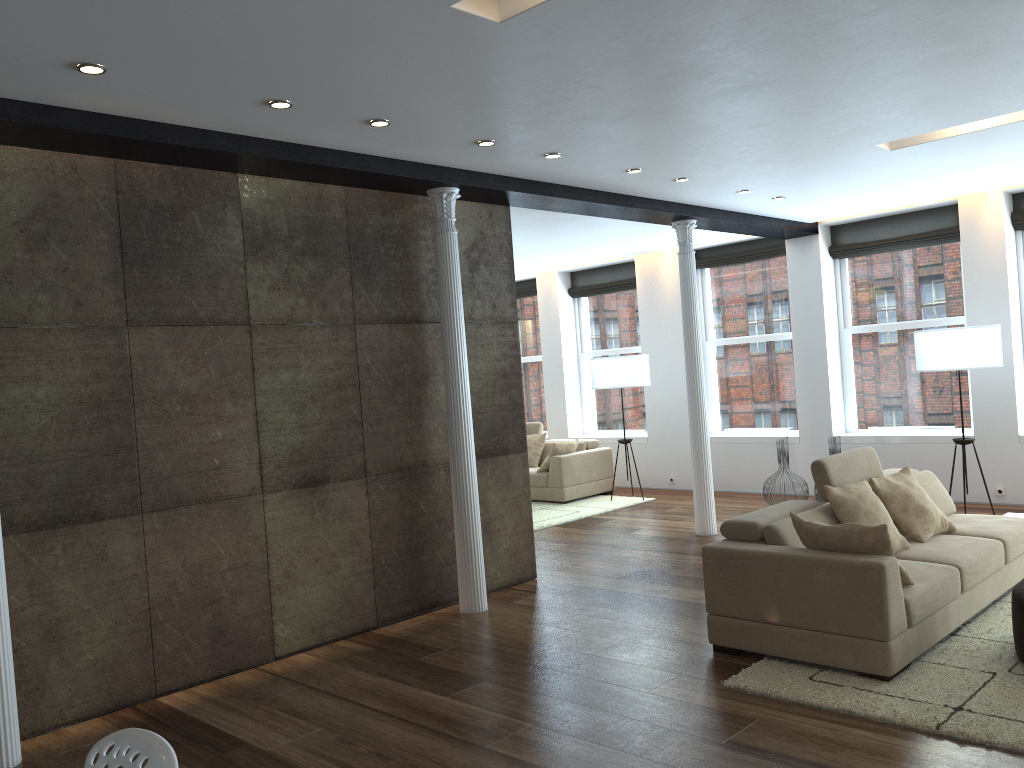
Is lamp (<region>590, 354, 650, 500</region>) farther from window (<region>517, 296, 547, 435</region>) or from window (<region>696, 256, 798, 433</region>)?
window (<region>517, 296, 547, 435</region>)

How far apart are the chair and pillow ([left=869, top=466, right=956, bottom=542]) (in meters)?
4.72

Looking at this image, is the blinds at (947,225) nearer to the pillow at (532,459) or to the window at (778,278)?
the window at (778,278)

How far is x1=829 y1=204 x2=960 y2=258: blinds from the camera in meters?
9.0

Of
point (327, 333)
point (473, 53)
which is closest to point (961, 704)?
point (473, 53)

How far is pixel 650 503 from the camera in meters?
10.3 m

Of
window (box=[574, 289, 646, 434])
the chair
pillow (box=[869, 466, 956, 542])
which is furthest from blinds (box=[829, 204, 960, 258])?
the chair

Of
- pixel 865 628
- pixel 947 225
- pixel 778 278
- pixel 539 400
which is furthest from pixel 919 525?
pixel 539 400

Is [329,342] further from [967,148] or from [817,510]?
[967,148]

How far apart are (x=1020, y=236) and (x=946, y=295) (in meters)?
0.88
